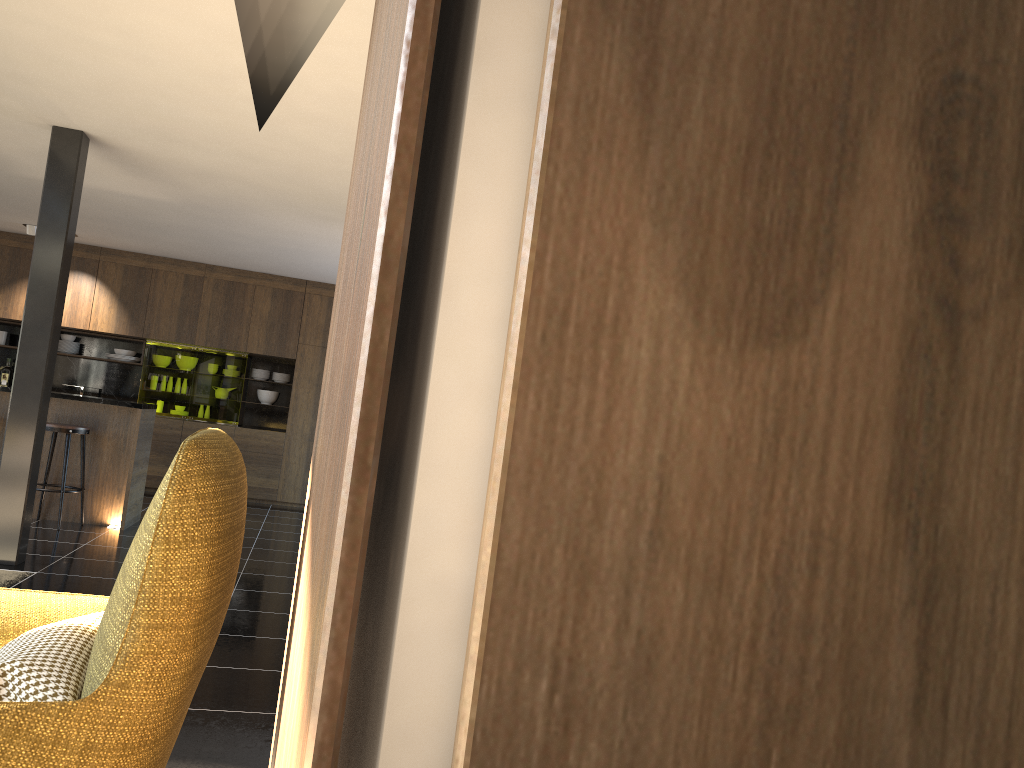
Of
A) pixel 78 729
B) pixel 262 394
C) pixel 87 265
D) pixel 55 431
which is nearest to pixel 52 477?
pixel 55 431

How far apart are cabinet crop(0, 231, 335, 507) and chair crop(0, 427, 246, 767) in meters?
8.6 m

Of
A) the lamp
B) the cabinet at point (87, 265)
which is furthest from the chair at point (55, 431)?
the lamp

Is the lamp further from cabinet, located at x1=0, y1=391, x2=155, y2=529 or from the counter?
the counter

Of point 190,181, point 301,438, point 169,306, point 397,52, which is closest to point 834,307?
point 397,52

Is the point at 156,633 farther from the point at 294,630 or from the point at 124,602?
the point at 294,630

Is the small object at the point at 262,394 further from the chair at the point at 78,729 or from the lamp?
the chair at the point at 78,729

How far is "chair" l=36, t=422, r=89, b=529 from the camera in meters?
6.8 m

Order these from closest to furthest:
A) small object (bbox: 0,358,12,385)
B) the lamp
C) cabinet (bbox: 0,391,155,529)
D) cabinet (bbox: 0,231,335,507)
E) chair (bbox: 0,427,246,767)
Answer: chair (bbox: 0,427,246,767) < cabinet (bbox: 0,391,155,529) < the lamp < cabinet (bbox: 0,231,335,507) < small object (bbox: 0,358,12,385)

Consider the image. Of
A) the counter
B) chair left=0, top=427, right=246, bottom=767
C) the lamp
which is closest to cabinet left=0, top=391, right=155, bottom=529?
the counter
